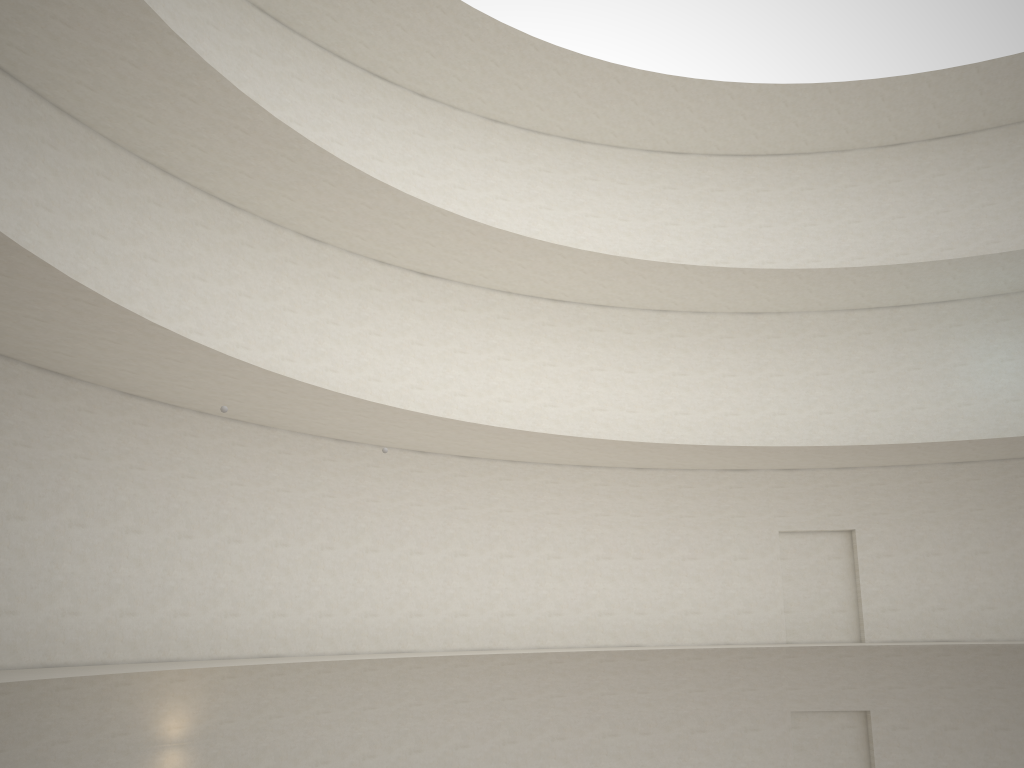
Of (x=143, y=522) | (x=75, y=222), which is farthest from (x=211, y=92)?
(x=143, y=522)
